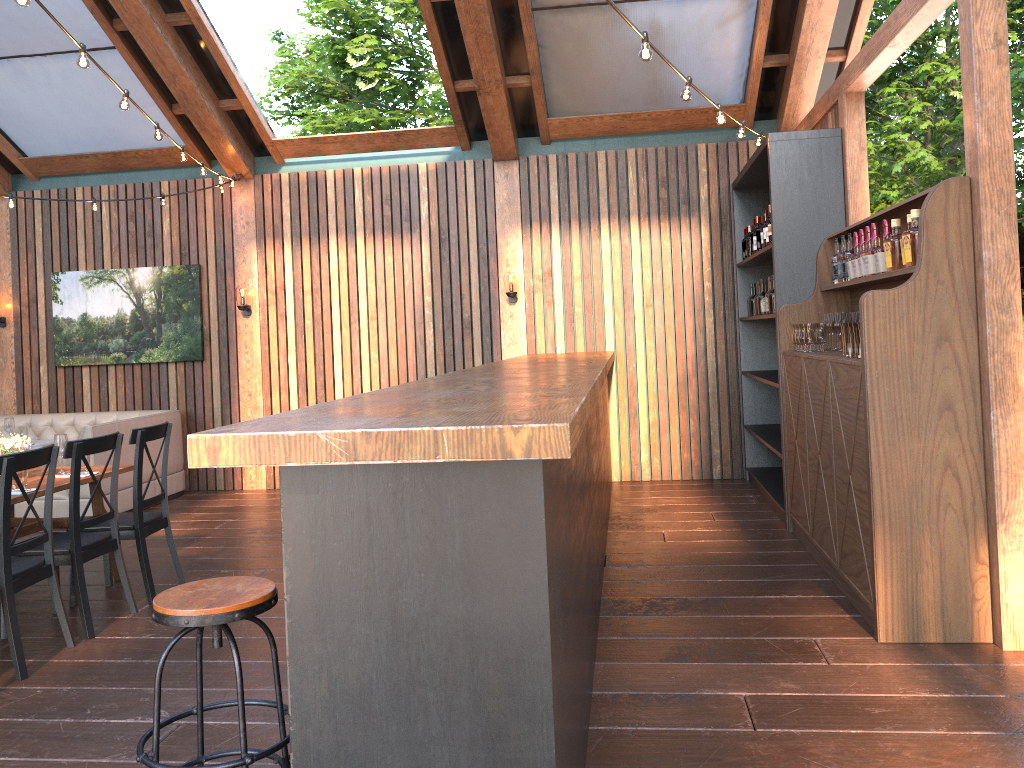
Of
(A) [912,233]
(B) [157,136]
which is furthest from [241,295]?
(A) [912,233]

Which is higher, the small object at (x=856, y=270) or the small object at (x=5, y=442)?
the small object at (x=856, y=270)

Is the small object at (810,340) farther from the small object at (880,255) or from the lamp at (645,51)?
the lamp at (645,51)

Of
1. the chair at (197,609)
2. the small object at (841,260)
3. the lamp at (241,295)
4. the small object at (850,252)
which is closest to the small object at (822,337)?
the small object at (841,260)

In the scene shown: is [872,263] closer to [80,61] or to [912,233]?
[912,233]

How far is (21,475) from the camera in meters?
5.0

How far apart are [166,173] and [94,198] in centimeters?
188cm

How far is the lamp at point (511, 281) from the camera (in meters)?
8.54

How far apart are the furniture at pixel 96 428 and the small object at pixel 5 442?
2.2m

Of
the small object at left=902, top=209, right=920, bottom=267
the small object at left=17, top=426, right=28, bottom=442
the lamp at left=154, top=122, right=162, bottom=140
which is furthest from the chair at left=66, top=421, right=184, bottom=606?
the small object at left=902, top=209, right=920, bottom=267
